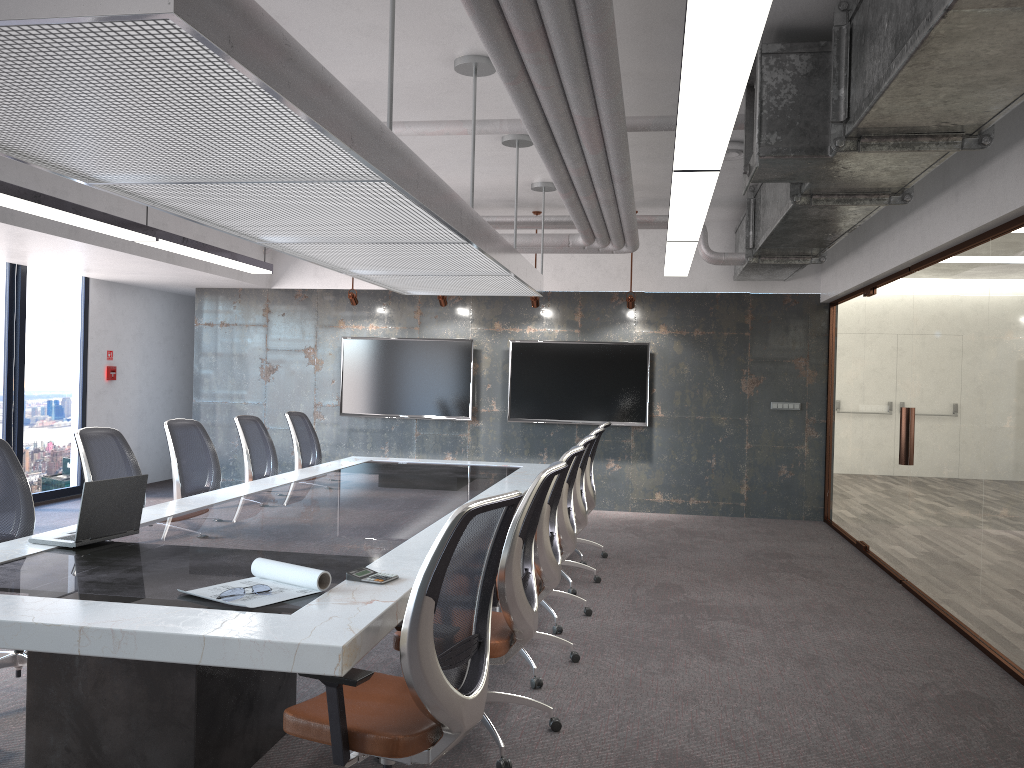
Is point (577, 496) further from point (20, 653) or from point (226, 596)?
point (226, 596)

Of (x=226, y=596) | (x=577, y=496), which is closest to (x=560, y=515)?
(x=577, y=496)

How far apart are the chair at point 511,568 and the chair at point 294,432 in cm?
414

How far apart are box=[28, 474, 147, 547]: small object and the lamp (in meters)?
2.14

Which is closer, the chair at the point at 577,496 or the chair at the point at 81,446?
the chair at the point at 81,446

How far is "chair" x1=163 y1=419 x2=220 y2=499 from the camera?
5.9m

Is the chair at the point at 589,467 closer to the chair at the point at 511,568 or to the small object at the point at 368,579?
the chair at the point at 511,568

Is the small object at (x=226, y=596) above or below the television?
below

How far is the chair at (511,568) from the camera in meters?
3.5

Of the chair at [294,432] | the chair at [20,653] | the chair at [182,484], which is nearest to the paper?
the chair at [20,653]
